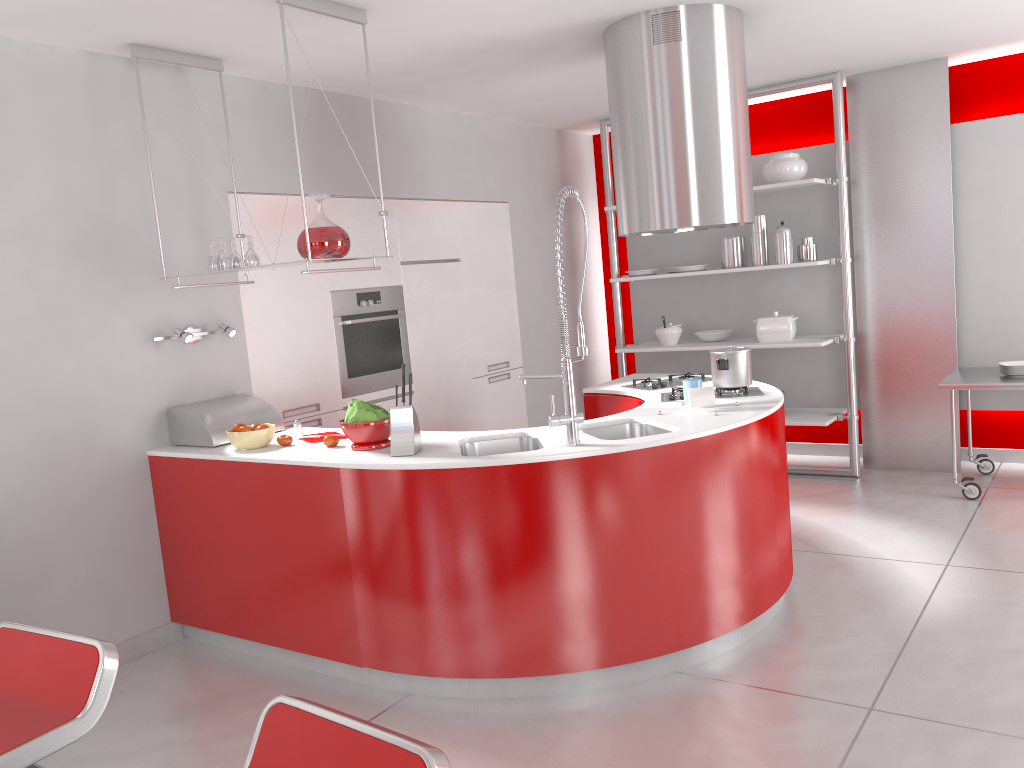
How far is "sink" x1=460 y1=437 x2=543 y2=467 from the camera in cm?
353

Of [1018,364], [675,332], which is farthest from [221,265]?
[1018,364]

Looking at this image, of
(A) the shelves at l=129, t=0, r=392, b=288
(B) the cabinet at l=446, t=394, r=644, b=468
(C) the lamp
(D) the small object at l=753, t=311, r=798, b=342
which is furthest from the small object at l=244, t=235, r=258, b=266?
(D) the small object at l=753, t=311, r=798, b=342

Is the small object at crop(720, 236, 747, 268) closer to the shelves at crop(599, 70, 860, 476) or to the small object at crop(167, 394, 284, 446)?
the shelves at crop(599, 70, 860, 476)

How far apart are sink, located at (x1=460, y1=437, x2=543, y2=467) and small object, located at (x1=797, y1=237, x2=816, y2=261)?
3.1m

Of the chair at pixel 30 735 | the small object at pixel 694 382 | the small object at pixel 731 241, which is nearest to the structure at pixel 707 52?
the small object at pixel 694 382

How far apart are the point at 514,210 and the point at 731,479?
3.48m

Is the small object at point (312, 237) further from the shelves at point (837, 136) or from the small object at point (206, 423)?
the shelves at point (837, 136)

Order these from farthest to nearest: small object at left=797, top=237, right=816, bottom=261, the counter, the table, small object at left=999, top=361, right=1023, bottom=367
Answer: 1. small object at left=797, top=237, right=816, bottom=261
2. small object at left=999, top=361, right=1023, bottom=367
3. the table
4. the counter

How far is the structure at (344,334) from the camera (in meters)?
4.94
